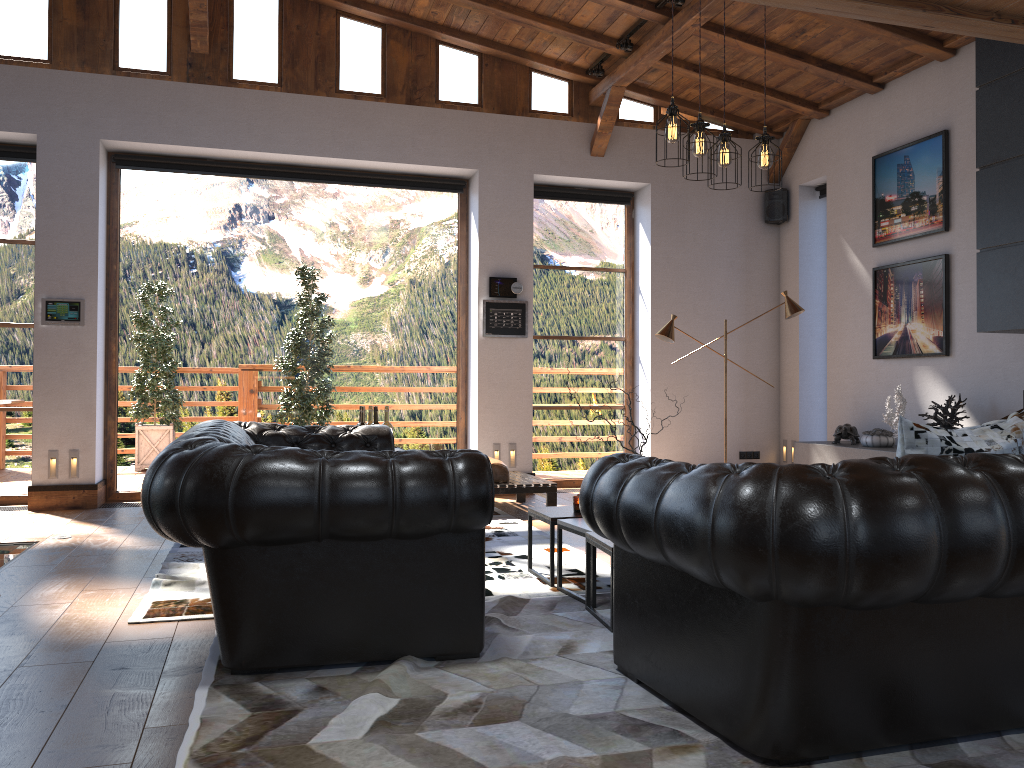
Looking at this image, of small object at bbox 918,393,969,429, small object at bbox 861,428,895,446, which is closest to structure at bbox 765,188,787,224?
small object at bbox 861,428,895,446

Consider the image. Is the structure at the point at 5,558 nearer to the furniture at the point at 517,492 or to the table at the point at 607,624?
the furniture at the point at 517,492

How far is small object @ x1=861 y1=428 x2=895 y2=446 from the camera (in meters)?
7.26

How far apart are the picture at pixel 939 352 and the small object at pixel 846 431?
0.7 meters

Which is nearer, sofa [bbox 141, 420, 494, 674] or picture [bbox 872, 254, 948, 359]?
sofa [bbox 141, 420, 494, 674]

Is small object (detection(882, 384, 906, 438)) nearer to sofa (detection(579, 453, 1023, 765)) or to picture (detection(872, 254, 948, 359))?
picture (detection(872, 254, 948, 359))

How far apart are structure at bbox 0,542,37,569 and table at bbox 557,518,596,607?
3.3m

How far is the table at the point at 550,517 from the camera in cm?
450

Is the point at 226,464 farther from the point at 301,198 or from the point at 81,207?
the point at 301,198

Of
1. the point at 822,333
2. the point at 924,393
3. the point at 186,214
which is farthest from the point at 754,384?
the point at 186,214
